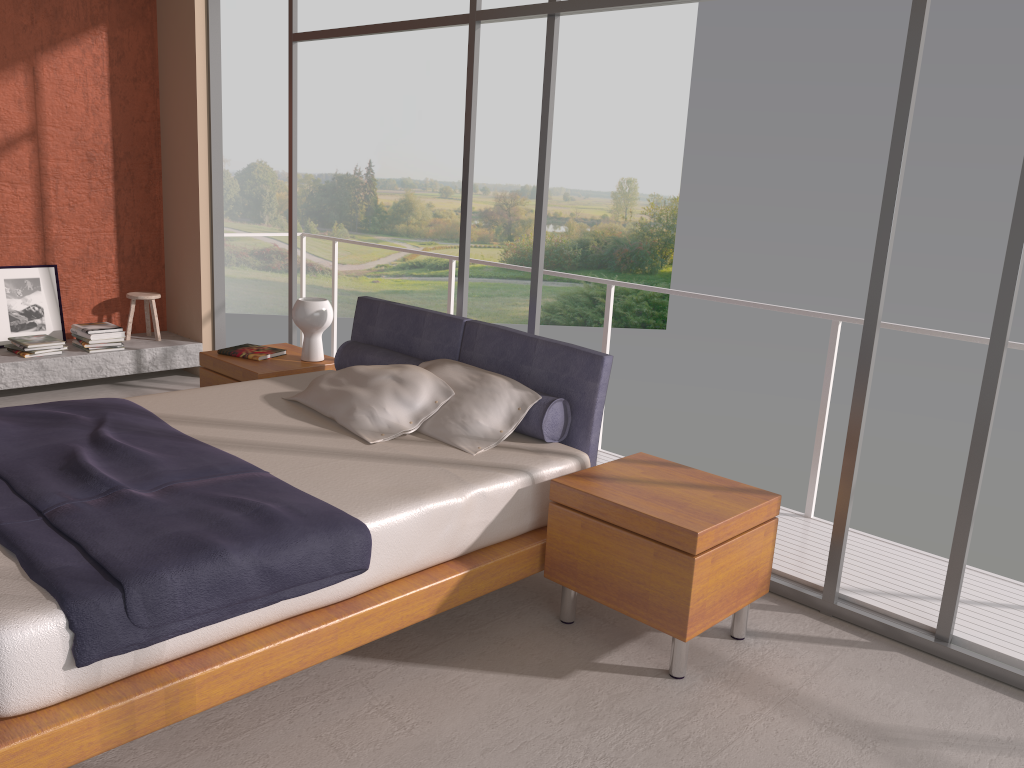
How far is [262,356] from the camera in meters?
4.9

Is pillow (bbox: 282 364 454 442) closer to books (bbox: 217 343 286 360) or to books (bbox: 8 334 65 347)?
books (bbox: 217 343 286 360)

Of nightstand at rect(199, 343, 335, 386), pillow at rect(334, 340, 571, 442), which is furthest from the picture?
pillow at rect(334, 340, 571, 442)

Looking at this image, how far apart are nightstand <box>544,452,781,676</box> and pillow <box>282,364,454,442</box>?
0.7 meters

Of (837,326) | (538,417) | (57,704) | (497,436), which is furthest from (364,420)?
(837,326)

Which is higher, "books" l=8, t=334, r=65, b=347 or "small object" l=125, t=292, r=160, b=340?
"small object" l=125, t=292, r=160, b=340

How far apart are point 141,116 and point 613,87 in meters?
18.2 m

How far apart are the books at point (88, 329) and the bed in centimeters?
243cm

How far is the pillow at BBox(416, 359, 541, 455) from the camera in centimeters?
357cm

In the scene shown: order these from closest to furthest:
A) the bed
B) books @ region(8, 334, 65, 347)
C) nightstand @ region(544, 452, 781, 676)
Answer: the bed, nightstand @ region(544, 452, 781, 676), books @ region(8, 334, 65, 347)
